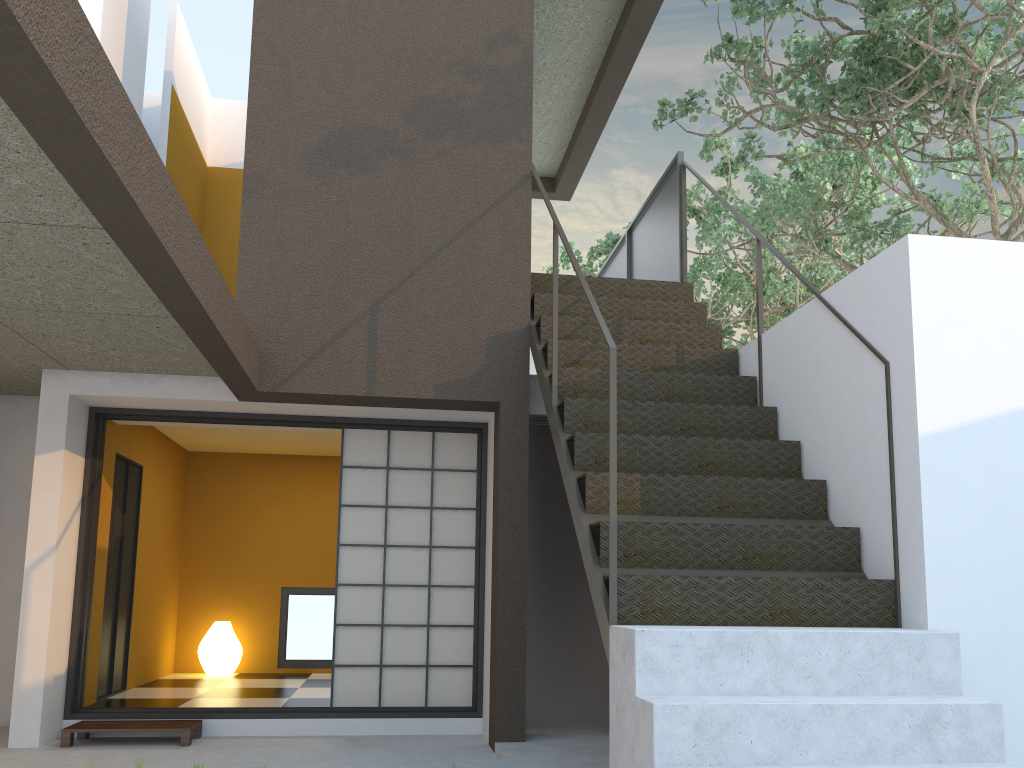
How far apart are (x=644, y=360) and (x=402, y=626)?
2.3 meters

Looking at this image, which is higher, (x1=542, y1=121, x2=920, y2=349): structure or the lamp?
(x1=542, y1=121, x2=920, y2=349): structure

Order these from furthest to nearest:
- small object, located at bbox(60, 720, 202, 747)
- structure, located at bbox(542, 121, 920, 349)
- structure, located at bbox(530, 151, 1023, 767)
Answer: structure, located at bbox(542, 121, 920, 349) → small object, located at bbox(60, 720, 202, 747) → structure, located at bbox(530, 151, 1023, 767)

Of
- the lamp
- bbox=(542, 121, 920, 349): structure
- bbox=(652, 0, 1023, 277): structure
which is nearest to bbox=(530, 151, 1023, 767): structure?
bbox=(652, 0, 1023, 277): structure

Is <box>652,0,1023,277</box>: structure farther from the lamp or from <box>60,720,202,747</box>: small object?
the lamp

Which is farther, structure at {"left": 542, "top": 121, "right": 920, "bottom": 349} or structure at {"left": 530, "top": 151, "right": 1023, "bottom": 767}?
structure at {"left": 542, "top": 121, "right": 920, "bottom": 349}

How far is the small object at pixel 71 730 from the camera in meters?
4.9

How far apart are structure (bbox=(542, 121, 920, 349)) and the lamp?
6.2m

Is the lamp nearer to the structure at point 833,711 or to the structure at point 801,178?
the structure at point 833,711

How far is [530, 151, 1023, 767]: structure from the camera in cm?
268
